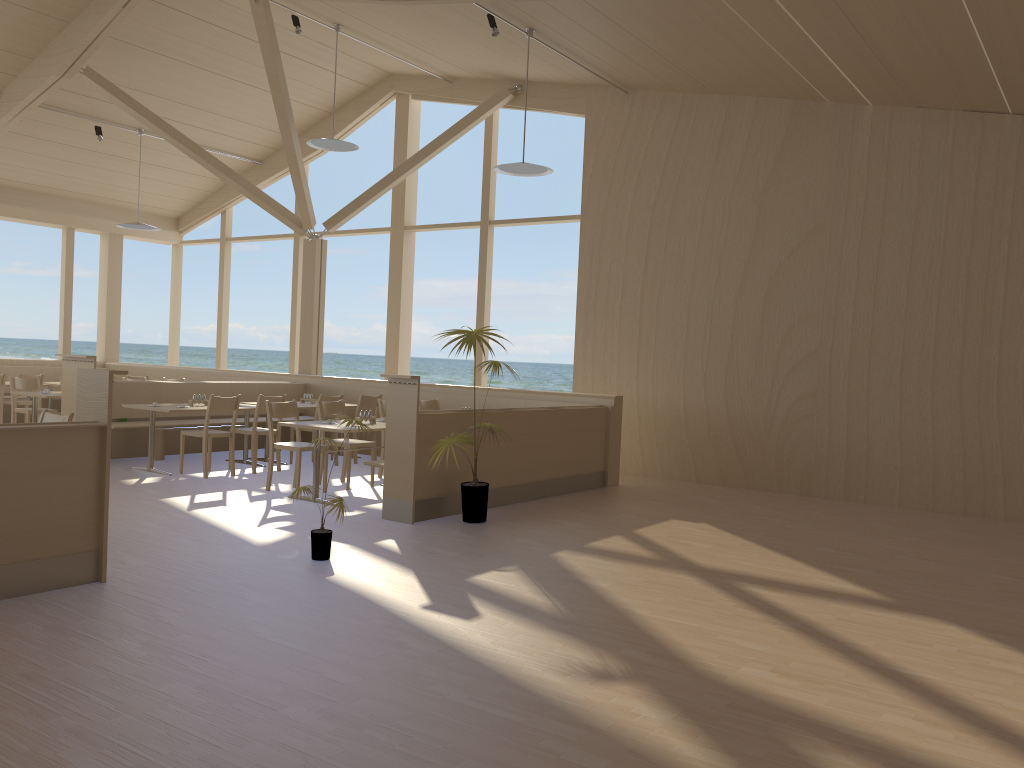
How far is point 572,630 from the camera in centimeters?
411cm

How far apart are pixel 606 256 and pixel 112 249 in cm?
855

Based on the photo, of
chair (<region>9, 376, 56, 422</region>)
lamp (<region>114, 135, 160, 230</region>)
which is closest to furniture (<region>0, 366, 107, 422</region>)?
chair (<region>9, 376, 56, 422</region>)

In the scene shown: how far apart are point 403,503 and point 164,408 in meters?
3.2

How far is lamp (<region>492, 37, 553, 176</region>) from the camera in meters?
8.4

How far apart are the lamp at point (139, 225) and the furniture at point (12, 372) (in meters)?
2.91

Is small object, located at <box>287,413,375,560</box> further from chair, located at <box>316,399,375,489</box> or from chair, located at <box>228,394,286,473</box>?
chair, located at <box>228,394,286,473</box>

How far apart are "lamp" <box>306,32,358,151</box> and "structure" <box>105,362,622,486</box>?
2.8m

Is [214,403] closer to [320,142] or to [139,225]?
[320,142]

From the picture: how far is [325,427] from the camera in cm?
713
